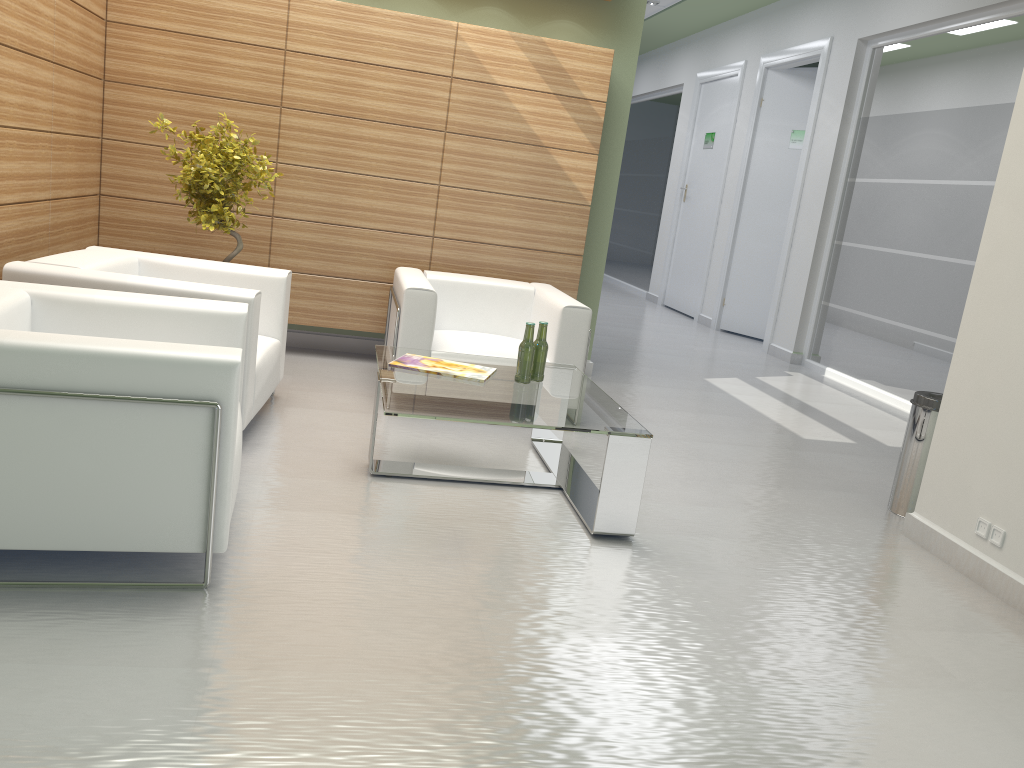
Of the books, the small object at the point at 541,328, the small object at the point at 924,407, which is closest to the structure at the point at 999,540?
the small object at the point at 924,407

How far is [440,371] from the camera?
6.8 meters

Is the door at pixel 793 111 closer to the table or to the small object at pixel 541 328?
the table

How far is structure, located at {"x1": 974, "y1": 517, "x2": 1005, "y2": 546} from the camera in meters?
6.0

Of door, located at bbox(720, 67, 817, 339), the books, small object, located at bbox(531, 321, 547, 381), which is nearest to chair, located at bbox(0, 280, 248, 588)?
the books

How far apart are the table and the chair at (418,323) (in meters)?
0.74

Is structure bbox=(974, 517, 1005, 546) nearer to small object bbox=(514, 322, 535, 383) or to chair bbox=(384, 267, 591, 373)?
small object bbox=(514, 322, 535, 383)

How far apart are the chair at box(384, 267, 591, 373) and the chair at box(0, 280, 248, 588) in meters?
2.5

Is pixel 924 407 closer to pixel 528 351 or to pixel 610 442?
pixel 610 442

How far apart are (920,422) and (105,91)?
8.6m
